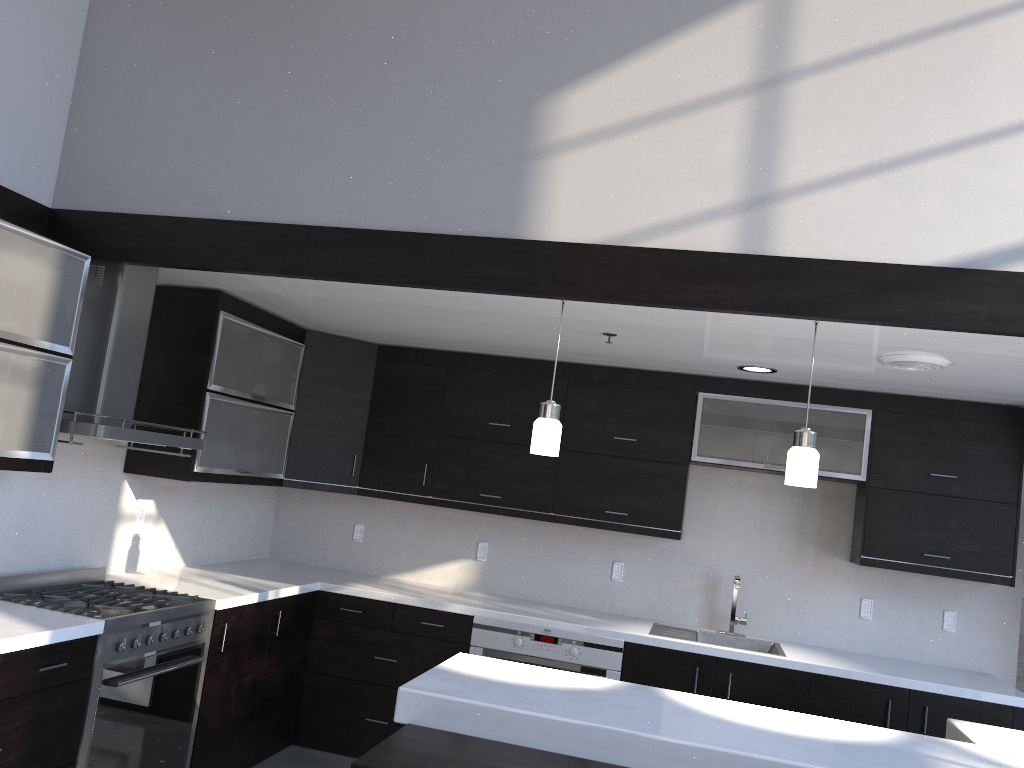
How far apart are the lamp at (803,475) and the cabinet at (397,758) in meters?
1.1 m

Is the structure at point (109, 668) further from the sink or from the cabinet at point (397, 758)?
the sink

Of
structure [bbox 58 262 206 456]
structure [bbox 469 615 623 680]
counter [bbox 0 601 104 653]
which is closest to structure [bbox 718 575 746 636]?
structure [bbox 469 615 623 680]

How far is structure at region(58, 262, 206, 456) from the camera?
3.5m

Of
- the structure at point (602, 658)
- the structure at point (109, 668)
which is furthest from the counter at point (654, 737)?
the structure at point (602, 658)

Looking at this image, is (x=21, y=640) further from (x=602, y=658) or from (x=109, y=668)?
(x=602, y=658)

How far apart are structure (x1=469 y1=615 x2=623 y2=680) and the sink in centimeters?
25cm

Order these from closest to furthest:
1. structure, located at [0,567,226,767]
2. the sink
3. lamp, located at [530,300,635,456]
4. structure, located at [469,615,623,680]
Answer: lamp, located at [530,300,635,456]
structure, located at [0,567,226,767]
structure, located at [469,615,623,680]
the sink

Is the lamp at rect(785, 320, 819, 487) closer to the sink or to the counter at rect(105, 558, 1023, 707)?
the counter at rect(105, 558, 1023, 707)

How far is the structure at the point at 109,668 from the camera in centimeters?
317cm
